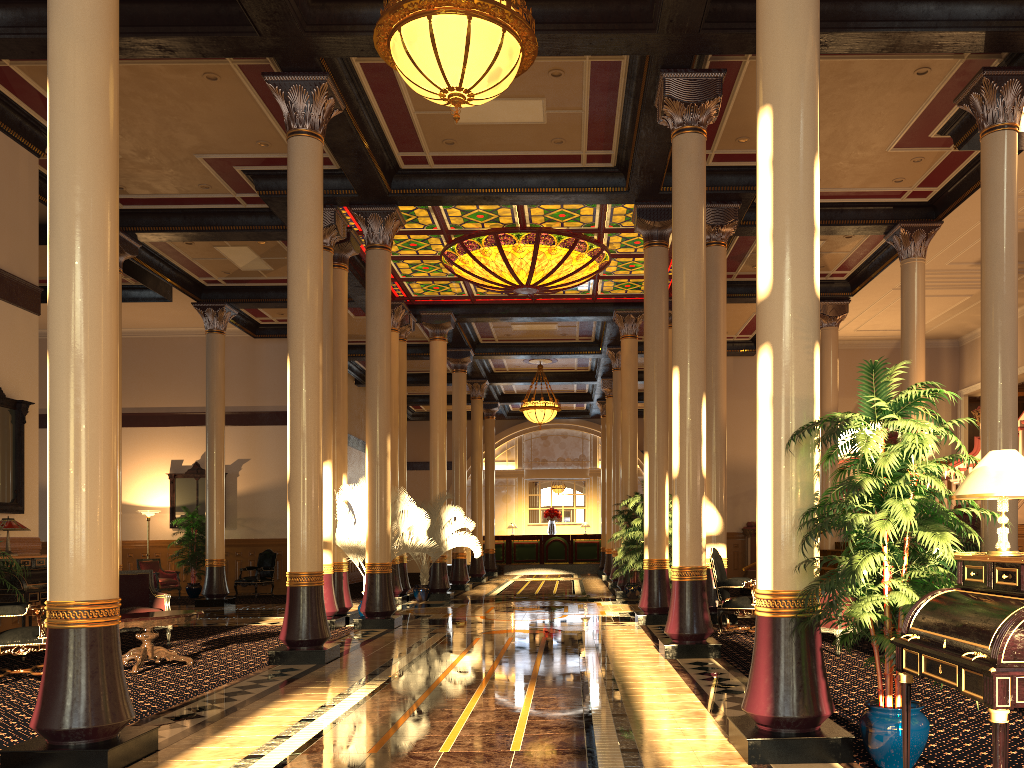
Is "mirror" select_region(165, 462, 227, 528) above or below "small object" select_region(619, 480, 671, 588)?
above

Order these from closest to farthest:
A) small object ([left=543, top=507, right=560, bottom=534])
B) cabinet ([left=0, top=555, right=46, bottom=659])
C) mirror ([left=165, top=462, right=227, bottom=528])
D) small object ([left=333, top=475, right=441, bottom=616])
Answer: cabinet ([left=0, top=555, right=46, bottom=659]) < small object ([left=333, top=475, right=441, bottom=616]) < mirror ([left=165, top=462, right=227, bottom=528]) < small object ([left=543, top=507, right=560, bottom=534])

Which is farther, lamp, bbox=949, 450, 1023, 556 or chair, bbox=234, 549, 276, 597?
chair, bbox=234, 549, 276, 597

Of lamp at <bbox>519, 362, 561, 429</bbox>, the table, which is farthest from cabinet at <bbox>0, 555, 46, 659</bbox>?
lamp at <bbox>519, 362, 561, 429</bbox>

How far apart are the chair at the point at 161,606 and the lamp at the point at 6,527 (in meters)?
1.31

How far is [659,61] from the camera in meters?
9.1 m

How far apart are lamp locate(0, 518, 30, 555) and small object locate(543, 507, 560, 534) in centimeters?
2223cm

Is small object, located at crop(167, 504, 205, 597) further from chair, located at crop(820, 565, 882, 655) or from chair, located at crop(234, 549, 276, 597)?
chair, located at crop(820, 565, 882, 655)

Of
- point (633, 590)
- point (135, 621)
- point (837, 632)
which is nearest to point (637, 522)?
point (837, 632)

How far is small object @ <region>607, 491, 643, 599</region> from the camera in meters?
16.6 m
